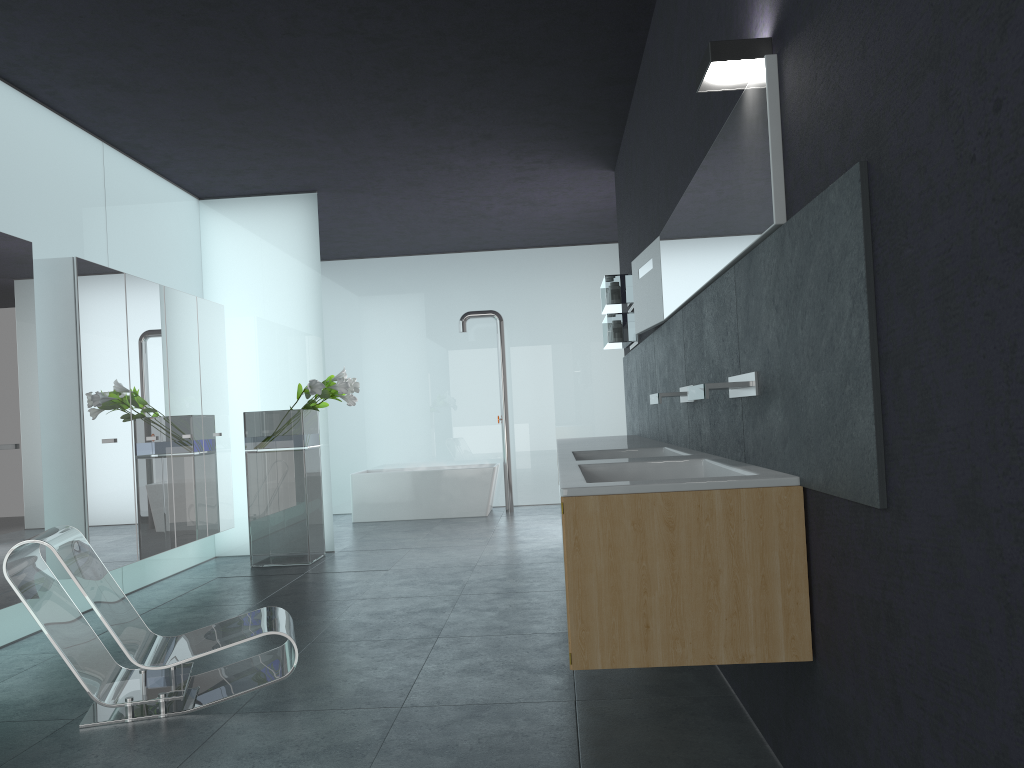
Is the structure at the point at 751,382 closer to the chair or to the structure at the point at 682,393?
the structure at the point at 682,393

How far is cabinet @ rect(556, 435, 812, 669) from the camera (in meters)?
2.67

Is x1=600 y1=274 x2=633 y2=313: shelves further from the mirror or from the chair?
the chair

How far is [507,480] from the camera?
Answer: 12.2 meters

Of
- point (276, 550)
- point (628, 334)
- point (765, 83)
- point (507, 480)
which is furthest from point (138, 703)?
point (507, 480)

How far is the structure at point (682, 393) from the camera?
4.63m

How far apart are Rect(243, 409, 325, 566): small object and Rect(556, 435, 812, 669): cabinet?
2.69m

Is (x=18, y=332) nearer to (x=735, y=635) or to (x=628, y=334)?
(x=628, y=334)

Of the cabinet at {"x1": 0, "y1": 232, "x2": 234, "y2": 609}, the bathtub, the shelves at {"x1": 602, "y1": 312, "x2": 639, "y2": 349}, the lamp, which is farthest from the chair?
the bathtub

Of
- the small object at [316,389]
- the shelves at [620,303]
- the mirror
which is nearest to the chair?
the mirror
